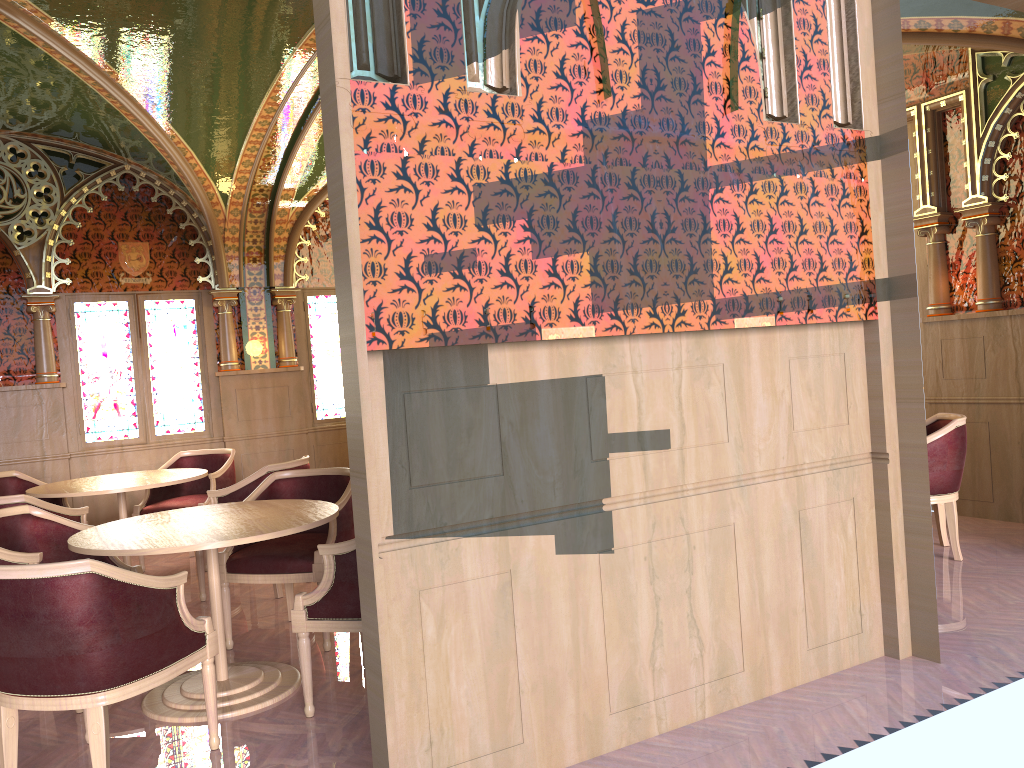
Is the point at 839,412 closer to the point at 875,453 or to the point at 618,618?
the point at 875,453

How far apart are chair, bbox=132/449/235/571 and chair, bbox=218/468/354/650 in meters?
1.8

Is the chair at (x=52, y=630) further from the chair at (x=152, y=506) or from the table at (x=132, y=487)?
the chair at (x=152, y=506)

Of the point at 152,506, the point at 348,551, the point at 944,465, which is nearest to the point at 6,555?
the point at 348,551

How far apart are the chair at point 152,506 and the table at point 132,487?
0.31m

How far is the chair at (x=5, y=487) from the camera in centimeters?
651cm

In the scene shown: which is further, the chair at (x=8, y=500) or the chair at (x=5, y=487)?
the chair at (x=5, y=487)

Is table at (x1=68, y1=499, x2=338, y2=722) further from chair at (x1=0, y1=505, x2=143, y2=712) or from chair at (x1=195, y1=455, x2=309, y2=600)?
chair at (x1=195, y1=455, x2=309, y2=600)

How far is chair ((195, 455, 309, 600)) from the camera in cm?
557

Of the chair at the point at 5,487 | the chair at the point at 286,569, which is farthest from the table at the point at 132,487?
the chair at the point at 286,569
